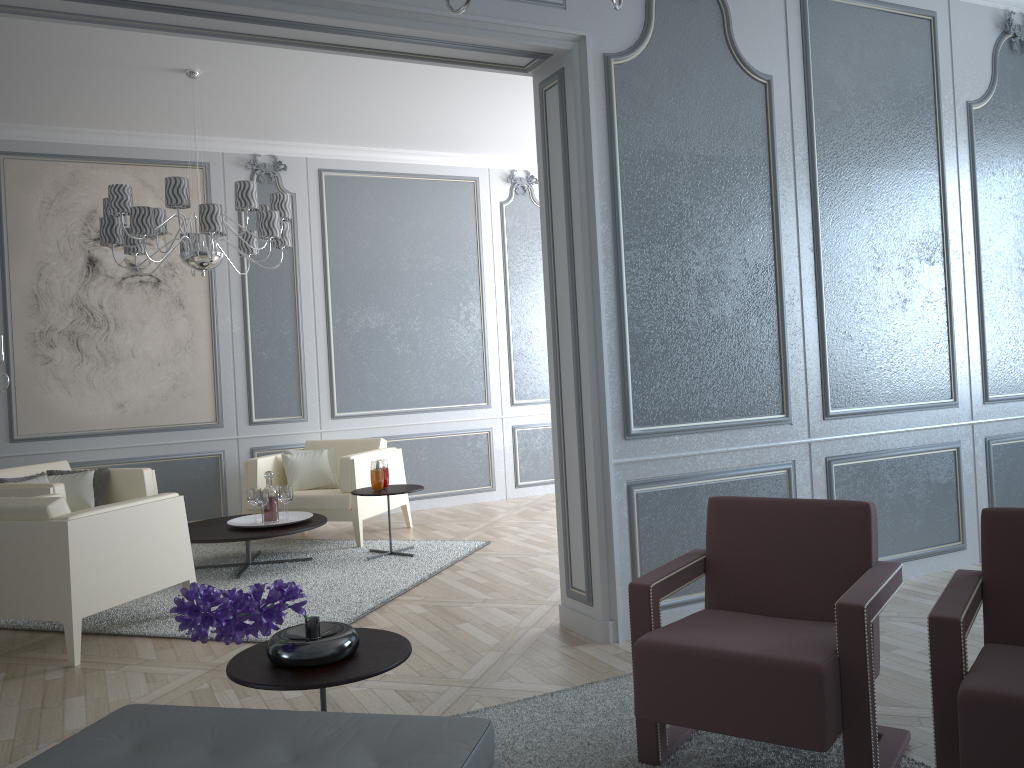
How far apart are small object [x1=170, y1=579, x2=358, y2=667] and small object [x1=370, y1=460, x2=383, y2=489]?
2.96m

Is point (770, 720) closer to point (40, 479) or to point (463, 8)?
point (463, 8)

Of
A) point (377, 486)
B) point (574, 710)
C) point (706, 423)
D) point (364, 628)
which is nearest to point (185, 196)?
point (377, 486)

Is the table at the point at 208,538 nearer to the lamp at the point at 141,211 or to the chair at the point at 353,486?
the chair at the point at 353,486

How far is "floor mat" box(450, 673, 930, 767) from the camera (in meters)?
2.25

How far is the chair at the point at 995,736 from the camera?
1.67m

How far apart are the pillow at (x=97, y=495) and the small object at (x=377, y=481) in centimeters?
168cm

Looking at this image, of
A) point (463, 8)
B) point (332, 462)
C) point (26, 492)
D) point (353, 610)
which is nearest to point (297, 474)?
point (332, 462)

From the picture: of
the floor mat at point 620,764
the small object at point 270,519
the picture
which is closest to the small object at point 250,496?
the small object at point 270,519

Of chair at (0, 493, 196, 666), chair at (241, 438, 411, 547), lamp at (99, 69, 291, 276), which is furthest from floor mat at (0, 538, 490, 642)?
lamp at (99, 69, 291, 276)
